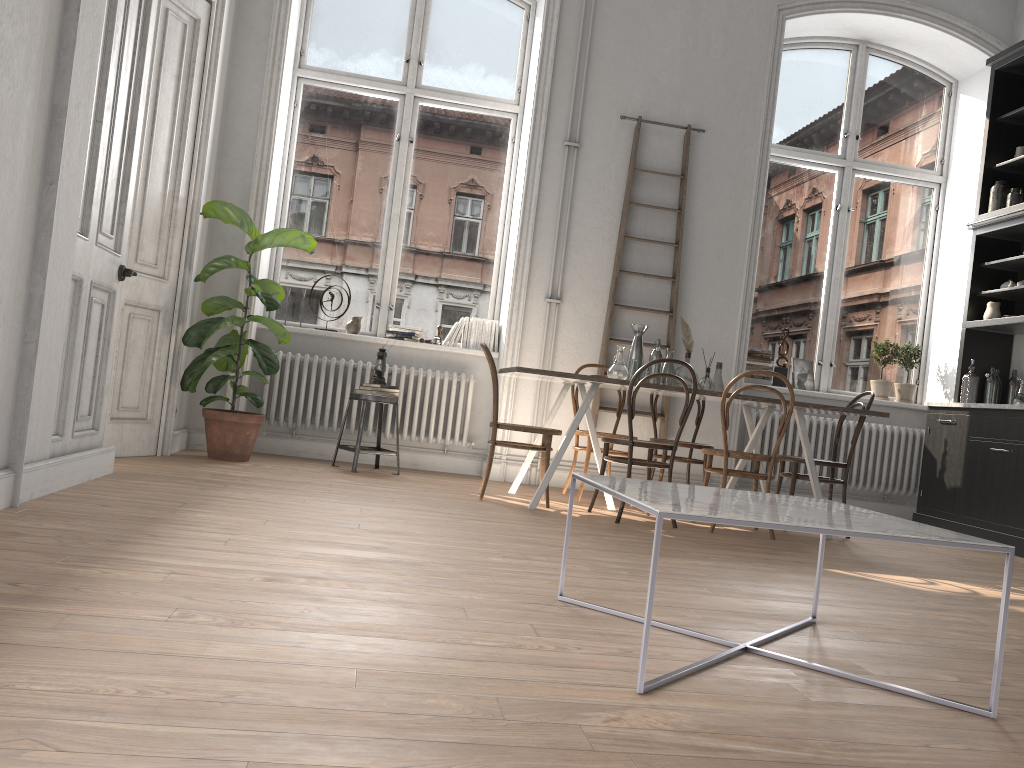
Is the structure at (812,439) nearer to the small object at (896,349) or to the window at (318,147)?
the small object at (896,349)

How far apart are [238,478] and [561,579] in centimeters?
265cm

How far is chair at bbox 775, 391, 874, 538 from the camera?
5.39m

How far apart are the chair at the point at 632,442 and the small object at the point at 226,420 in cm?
220

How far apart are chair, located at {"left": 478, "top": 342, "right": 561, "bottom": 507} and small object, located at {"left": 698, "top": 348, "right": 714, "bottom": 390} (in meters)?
1.02

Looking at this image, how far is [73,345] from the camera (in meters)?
3.78

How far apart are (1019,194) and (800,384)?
2.05m

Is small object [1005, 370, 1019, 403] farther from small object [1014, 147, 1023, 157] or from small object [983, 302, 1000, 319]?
small object [1014, 147, 1023, 157]

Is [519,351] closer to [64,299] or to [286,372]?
[286,372]

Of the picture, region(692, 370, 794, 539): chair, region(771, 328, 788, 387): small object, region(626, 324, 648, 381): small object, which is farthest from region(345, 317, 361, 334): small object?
the picture
